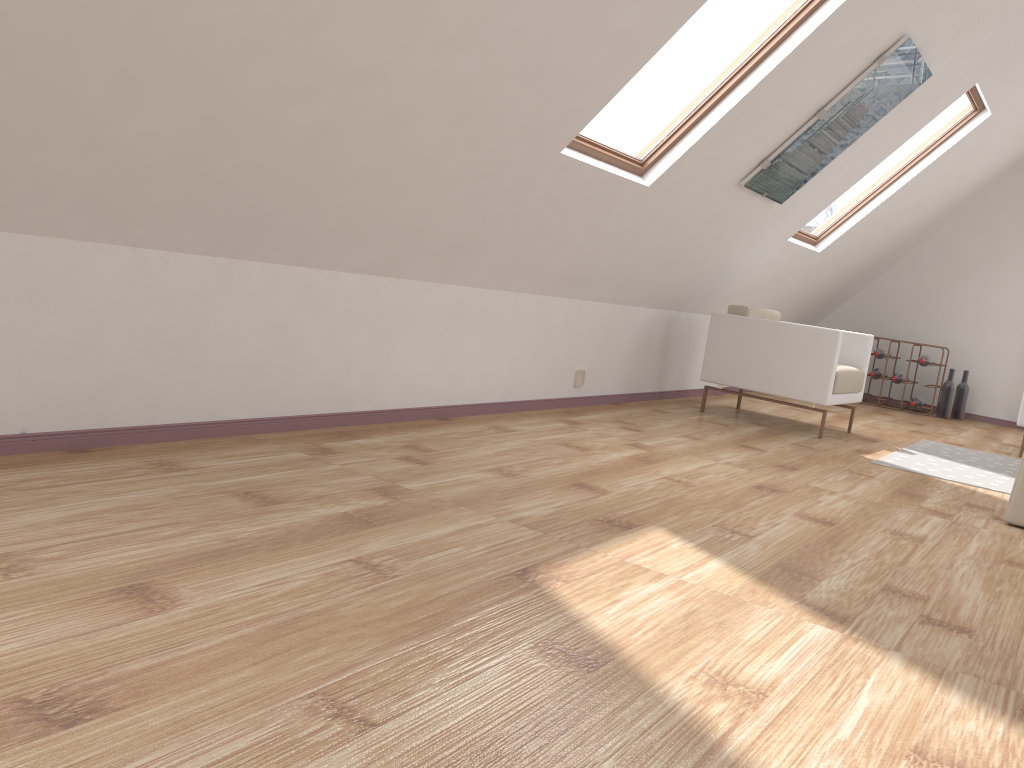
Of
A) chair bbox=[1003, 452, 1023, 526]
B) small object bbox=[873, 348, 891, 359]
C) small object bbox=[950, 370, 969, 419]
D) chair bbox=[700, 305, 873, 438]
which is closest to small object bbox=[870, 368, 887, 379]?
small object bbox=[873, 348, 891, 359]

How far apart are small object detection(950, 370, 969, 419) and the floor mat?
2.43m

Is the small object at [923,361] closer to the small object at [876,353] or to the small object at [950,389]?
the small object at [950,389]

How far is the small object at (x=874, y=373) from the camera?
7.8 meters

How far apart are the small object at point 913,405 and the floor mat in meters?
2.1

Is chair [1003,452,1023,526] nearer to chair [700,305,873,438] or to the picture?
chair [700,305,873,438]

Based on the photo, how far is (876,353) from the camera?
7.8m

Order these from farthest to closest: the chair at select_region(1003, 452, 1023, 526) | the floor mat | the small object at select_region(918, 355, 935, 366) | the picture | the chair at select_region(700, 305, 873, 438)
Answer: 1. the small object at select_region(918, 355, 935, 366)
2. the chair at select_region(700, 305, 873, 438)
3. the floor mat
4. the picture
5. the chair at select_region(1003, 452, 1023, 526)

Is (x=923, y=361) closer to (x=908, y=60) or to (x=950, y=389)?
(x=950, y=389)

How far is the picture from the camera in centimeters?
436cm
